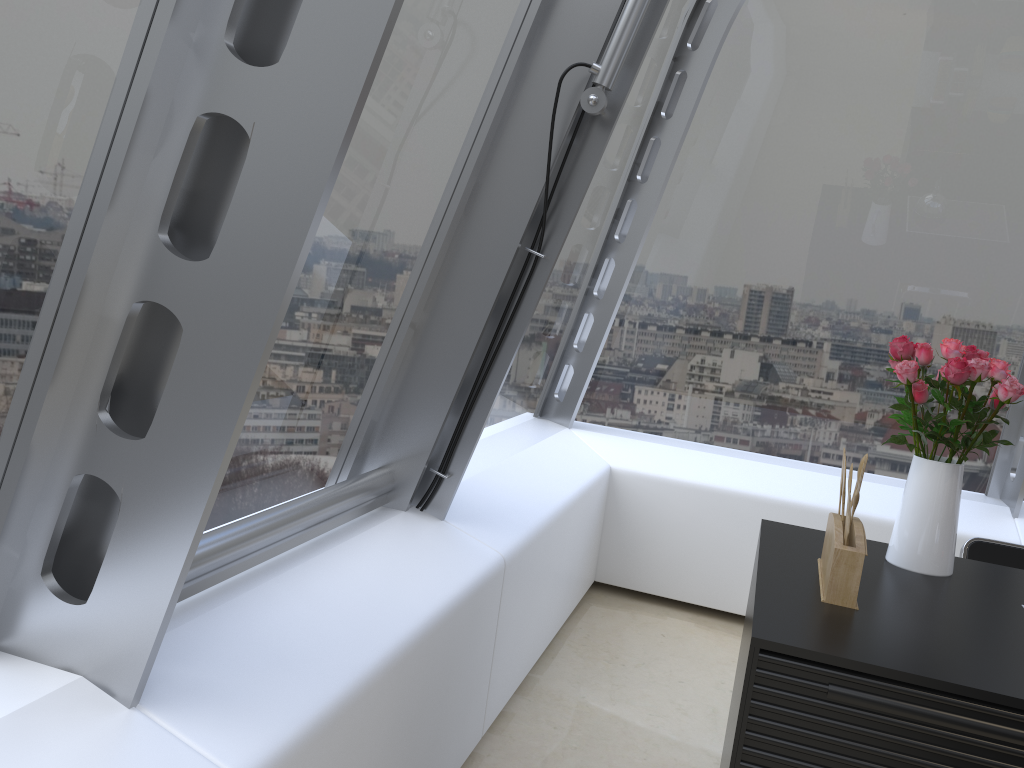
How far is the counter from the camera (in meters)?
1.60

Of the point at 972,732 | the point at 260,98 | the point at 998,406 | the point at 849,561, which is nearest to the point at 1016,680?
the point at 972,732

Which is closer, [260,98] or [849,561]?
[260,98]

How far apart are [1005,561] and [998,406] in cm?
83

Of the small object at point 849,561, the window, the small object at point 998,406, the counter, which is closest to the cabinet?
the counter

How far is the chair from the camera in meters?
2.7

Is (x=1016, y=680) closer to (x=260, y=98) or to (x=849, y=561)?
(x=849, y=561)

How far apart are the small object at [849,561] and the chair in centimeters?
82cm

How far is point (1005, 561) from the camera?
2.7m

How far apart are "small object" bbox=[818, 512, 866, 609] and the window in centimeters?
99cm
